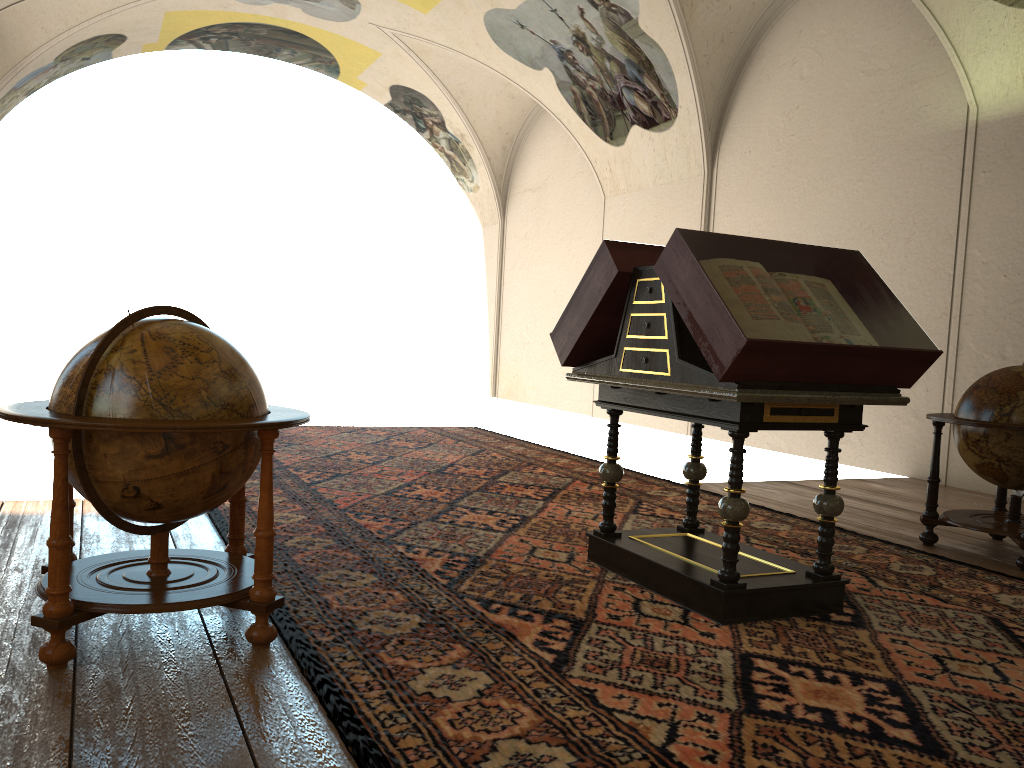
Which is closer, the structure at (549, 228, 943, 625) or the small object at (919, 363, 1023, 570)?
the structure at (549, 228, 943, 625)

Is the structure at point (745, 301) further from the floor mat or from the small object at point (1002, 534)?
the small object at point (1002, 534)

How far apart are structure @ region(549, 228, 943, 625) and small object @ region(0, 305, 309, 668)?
1.8 meters

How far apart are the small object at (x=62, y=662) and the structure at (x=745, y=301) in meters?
1.8

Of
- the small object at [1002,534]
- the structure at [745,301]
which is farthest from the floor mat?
the small object at [1002,534]

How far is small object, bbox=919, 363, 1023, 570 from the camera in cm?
611

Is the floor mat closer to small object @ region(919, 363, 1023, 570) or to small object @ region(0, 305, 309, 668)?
small object @ region(0, 305, 309, 668)

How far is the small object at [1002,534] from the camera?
6.1m

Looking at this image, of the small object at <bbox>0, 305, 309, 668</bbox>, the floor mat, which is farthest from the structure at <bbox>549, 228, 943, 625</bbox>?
the small object at <bbox>0, 305, 309, 668</bbox>

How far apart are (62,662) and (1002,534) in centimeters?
578cm
